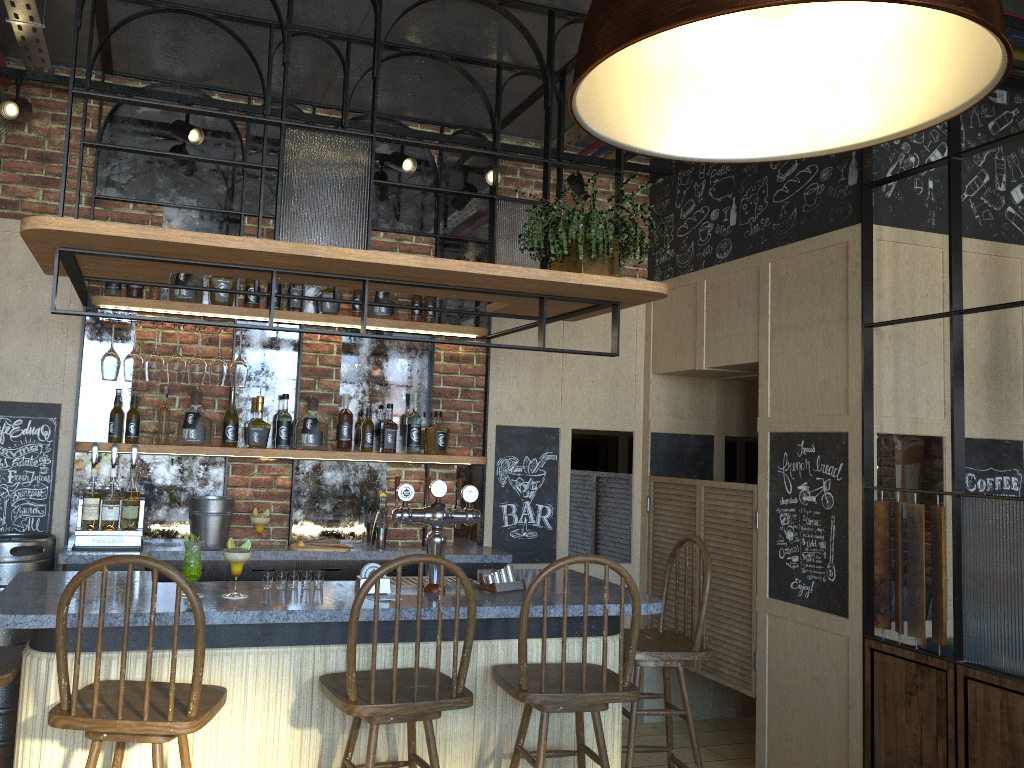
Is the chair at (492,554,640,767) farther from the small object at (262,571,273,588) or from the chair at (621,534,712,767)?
the small object at (262,571,273,588)

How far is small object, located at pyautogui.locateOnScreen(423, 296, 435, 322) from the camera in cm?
475

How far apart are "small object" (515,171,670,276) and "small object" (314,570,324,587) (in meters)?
1.44

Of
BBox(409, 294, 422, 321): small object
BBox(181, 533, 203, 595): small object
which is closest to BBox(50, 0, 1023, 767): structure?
BBox(409, 294, 422, 321): small object

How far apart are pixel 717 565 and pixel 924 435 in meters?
1.3 m

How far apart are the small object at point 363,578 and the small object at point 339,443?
1.4 meters

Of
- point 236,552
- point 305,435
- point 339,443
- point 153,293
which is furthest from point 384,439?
point 236,552

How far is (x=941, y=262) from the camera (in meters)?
3.98

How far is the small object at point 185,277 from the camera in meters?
4.2

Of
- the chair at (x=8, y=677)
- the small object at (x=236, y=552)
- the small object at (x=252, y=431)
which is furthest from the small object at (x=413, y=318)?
the chair at (x=8, y=677)
